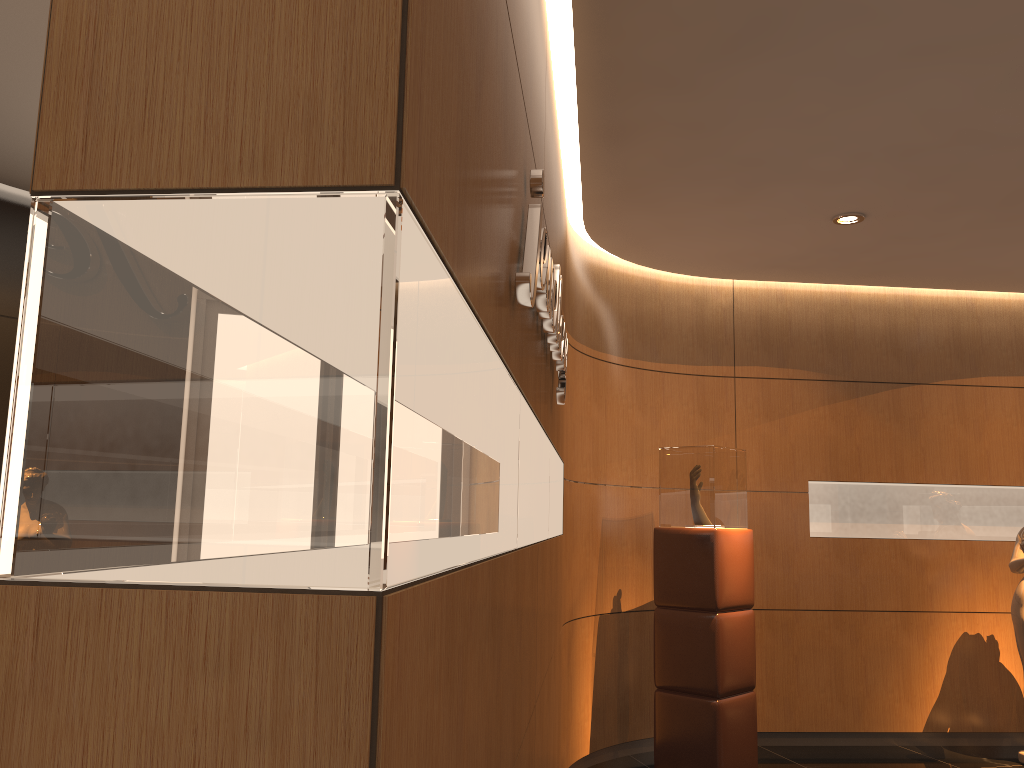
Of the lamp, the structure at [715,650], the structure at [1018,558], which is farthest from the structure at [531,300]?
the structure at [1018,558]

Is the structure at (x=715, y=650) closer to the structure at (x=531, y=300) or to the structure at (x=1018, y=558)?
the structure at (x=1018, y=558)

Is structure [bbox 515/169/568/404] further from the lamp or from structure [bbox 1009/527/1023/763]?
structure [bbox 1009/527/1023/763]

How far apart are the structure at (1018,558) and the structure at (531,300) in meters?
3.8

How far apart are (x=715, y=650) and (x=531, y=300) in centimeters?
381cm

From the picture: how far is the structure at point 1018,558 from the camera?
5.9m

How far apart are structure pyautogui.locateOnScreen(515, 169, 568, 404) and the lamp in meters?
2.3 m

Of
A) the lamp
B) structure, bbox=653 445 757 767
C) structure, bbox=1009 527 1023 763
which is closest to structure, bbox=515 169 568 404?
structure, bbox=653 445 757 767

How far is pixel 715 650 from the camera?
5.2 meters

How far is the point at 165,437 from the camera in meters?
0.9 m
